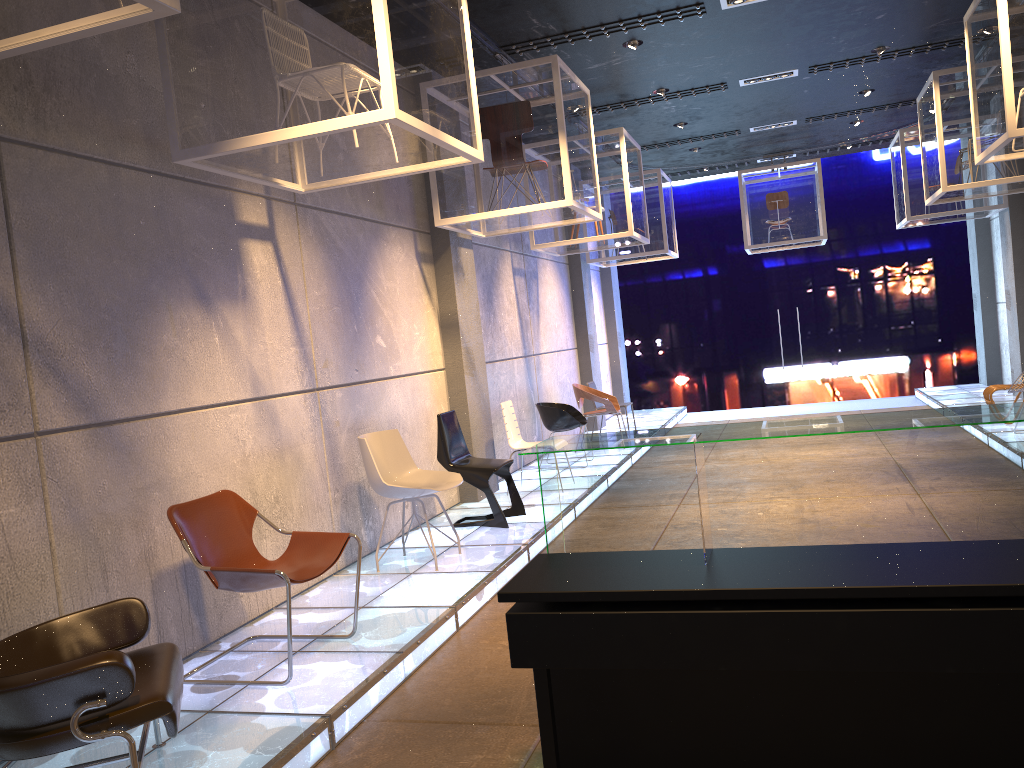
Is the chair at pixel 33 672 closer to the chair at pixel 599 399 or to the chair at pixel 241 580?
the chair at pixel 241 580

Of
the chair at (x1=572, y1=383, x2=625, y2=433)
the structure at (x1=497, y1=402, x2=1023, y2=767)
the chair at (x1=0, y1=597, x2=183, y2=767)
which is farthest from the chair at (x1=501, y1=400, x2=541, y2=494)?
the structure at (x1=497, y1=402, x2=1023, y2=767)

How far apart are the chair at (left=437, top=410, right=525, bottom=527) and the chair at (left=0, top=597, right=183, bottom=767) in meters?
3.6

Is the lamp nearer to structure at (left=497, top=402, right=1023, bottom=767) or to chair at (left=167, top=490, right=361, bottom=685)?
chair at (left=167, top=490, right=361, bottom=685)

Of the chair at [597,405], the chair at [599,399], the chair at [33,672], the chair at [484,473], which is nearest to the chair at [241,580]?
the chair at [33,672]

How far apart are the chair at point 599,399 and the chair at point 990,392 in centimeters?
403cm

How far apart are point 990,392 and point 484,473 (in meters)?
5.94

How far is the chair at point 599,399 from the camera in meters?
10.6

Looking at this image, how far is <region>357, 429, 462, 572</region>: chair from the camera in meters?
5.7 m

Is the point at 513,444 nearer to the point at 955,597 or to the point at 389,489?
the point at 389,489
